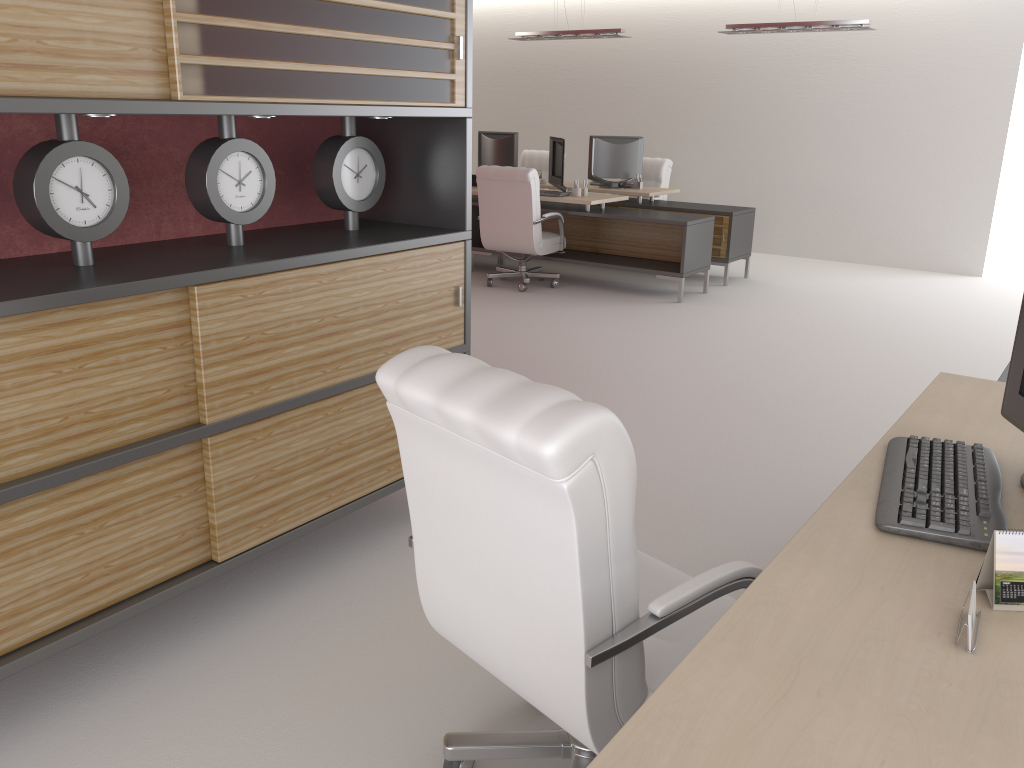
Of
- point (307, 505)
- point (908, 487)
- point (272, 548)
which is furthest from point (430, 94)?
point (908, 487)

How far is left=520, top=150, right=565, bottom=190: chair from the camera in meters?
16.3

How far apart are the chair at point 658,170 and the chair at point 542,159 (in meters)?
2.37

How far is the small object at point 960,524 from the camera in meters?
2.5 m

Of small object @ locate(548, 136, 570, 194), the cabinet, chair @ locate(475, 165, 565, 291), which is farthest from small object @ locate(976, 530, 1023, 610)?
small object @ locate(548, 136, 570, 194)

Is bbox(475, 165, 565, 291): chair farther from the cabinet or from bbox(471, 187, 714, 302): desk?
the cabinet

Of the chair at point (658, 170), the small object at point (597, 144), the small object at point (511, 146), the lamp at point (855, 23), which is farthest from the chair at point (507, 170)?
the lamp at point (855, 23)

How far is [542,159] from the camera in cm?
1633

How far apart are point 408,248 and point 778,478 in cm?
304

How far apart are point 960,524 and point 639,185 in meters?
11.7
